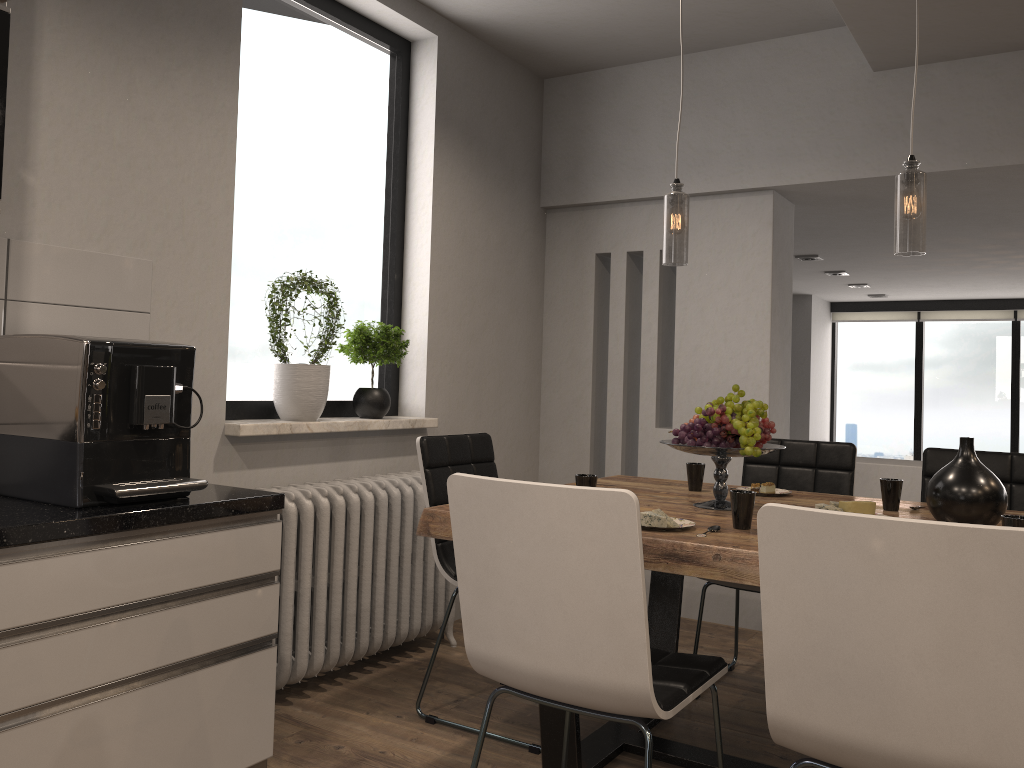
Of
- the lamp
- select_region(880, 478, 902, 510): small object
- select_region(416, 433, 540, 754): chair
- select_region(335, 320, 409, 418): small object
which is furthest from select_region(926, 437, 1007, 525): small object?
select_region(335, 320, 409, 418): small object

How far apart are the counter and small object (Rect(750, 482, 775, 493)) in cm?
158

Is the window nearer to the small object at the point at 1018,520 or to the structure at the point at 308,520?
the structure at the point at 308,520

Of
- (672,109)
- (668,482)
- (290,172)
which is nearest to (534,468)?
(668,482)

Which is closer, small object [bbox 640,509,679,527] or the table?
the table

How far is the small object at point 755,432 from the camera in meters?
2.5 m

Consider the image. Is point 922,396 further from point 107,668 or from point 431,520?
point 107,668

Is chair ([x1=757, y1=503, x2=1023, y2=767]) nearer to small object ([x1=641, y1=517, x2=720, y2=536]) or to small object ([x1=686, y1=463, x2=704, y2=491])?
small object ([x1=641, y1=517, x2=720, y2=536])

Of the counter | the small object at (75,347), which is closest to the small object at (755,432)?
the counter

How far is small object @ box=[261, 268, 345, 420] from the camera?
3.20m
